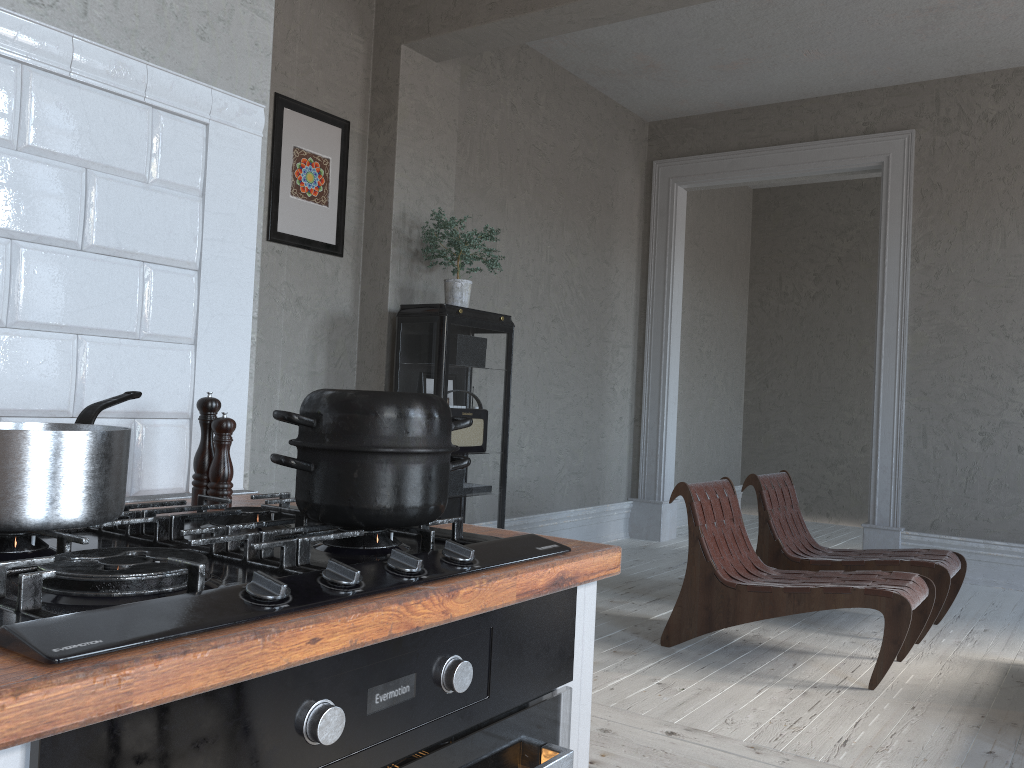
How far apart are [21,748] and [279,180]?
3.8 meters

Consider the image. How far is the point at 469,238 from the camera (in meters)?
4.26

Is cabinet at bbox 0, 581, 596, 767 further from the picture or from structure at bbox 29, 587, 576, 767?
the picture

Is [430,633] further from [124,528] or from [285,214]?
[285,214]

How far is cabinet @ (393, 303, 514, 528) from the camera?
4.14m

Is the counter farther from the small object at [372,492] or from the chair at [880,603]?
the chair at [880,603]

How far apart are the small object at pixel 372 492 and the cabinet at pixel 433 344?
3.0 meters

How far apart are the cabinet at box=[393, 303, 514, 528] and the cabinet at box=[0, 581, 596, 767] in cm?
304

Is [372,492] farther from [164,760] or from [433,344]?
[433,344]

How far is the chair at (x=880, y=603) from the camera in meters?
3.3 m
